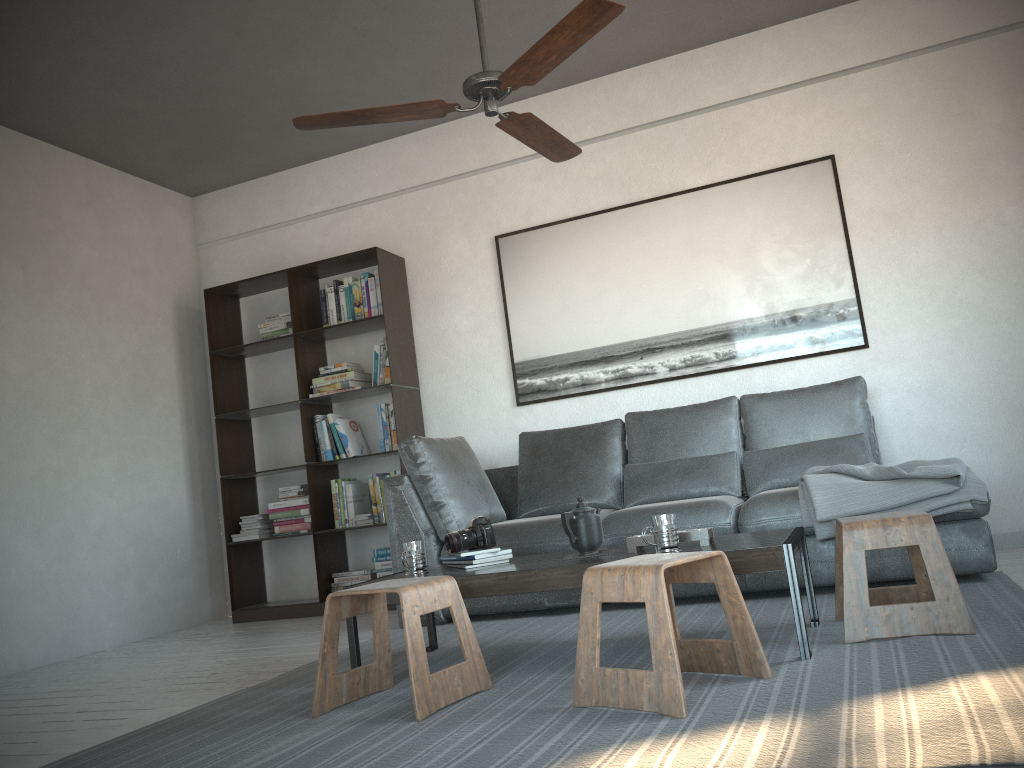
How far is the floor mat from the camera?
1.7m

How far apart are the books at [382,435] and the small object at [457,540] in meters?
2.1 m

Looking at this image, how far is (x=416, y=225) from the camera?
5.57m

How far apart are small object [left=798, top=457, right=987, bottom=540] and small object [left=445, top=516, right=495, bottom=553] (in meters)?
1.28

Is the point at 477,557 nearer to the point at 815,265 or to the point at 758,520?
the point at 758,520

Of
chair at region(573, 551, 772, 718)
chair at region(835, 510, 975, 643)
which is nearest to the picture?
chair at region(835, 510, 975, 643)

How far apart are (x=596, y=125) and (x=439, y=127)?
1.0m

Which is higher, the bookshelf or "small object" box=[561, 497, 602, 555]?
the bookshelf

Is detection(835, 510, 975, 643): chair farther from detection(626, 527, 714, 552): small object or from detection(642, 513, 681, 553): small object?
detection(642, 513, 681, 553): small object

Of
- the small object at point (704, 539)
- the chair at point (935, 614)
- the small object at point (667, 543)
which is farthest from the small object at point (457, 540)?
the chair at point (935, 614)
